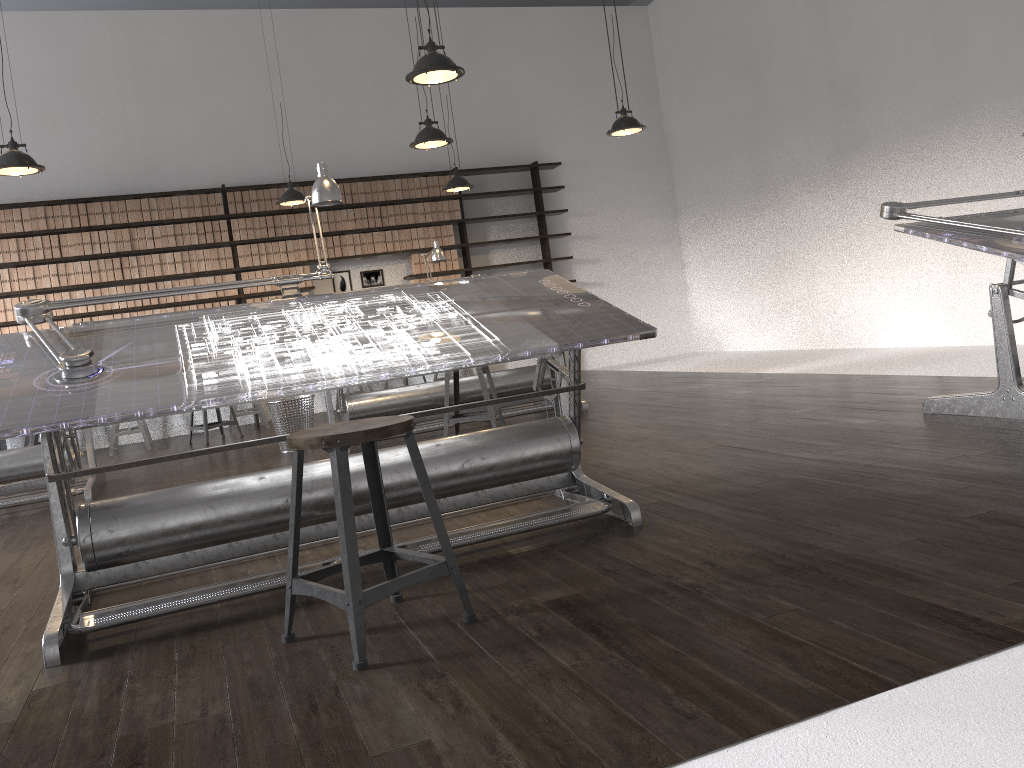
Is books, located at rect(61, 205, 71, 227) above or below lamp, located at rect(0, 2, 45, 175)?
above

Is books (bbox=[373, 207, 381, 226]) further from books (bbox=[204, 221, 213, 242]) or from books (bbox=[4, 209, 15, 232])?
books (bbox=[4, 209, 15, 232])

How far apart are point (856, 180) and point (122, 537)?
7.3m

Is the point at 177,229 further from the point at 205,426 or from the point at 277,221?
the point at 205,426

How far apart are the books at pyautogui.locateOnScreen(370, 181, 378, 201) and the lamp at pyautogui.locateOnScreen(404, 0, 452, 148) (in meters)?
3.25

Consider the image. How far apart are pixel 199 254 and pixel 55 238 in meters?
1.3

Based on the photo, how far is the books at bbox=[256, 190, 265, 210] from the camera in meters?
9.0

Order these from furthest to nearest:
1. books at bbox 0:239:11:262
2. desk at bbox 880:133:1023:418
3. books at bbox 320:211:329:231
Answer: books at bbox 320:211:329:231
books at bbox 0:239:11:262
desk at bbox 880:133:1023:418

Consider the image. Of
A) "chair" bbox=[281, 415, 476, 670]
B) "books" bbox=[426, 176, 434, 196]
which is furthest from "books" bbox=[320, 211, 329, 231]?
"chair" bbox=[281, 415, 476, 670]

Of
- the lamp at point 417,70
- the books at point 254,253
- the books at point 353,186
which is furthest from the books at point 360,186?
the lamp at point 417,70
